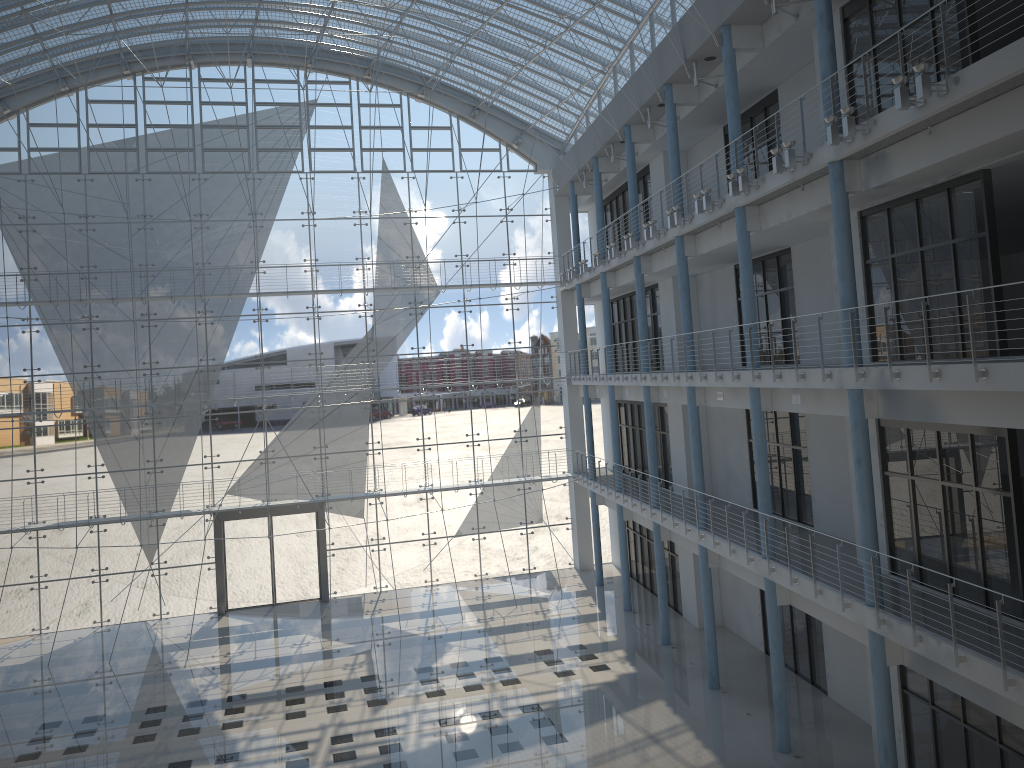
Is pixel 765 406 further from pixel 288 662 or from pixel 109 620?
pixel 109 620

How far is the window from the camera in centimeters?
426cm

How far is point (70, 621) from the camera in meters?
4.3 m

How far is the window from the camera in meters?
4.3

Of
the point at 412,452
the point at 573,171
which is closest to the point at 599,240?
the point at 573,171
